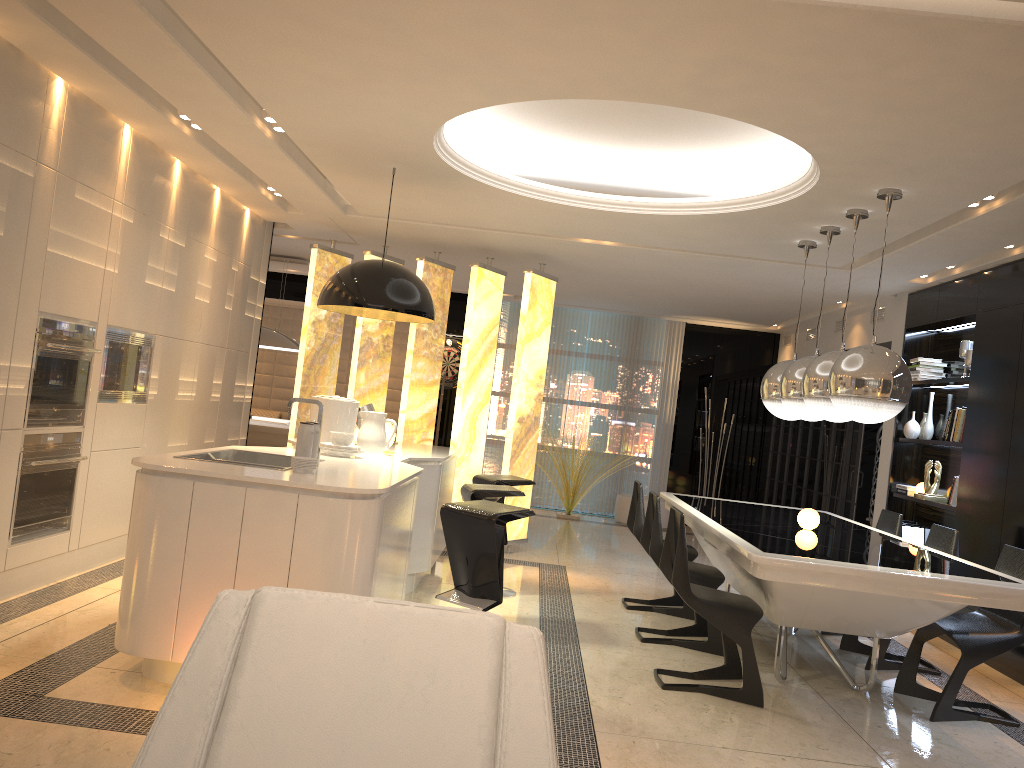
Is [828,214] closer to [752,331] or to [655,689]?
[655,689]

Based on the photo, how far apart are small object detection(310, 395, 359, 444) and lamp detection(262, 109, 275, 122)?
1.6 meters

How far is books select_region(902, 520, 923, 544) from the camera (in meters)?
7.23

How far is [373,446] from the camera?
5.3m

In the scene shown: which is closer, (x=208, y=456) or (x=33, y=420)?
(x=208, y=456)

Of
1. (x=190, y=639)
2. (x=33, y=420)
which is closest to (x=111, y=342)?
(x=33, y=420)

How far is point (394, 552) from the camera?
4.1 meters

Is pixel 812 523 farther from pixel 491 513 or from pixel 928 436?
pixel 928 436

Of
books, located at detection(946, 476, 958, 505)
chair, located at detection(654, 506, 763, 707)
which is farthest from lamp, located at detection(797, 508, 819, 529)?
books, located at detection(946, 476, 958, 505)

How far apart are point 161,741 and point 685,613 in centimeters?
518cm
